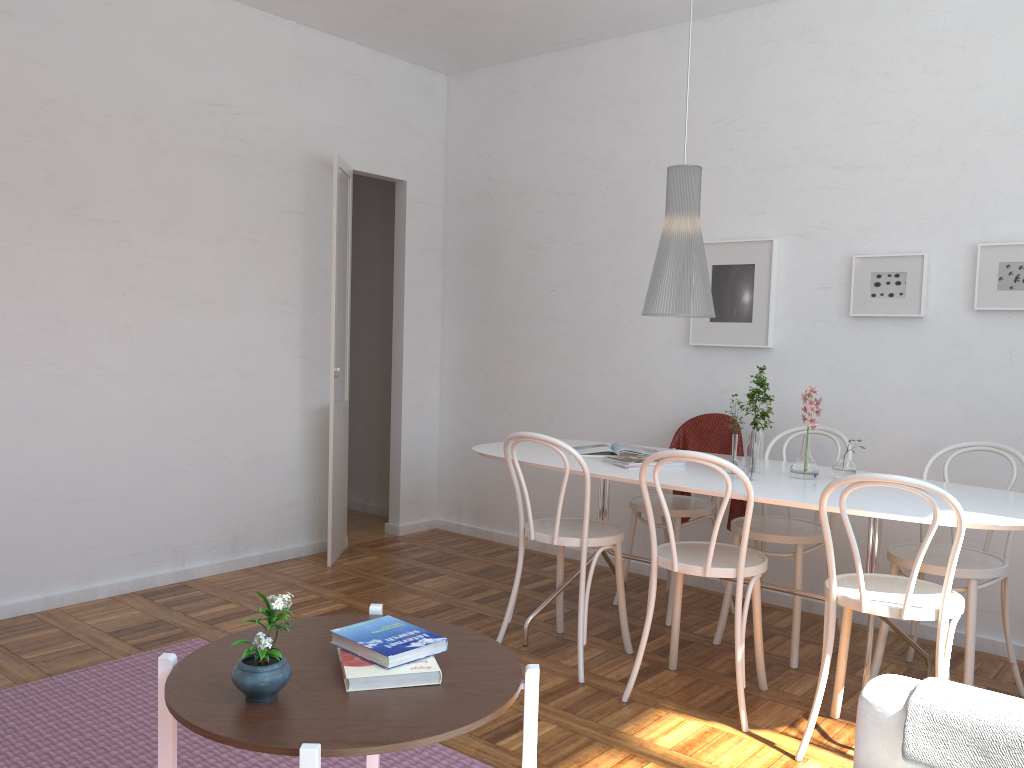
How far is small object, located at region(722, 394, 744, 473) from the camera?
3.4 meters

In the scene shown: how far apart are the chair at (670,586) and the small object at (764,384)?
0.69m

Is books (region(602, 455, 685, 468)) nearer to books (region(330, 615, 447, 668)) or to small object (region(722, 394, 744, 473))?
small object (region(722, 394, 744, 473))

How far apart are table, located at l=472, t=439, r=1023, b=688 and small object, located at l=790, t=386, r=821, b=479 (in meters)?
0.02

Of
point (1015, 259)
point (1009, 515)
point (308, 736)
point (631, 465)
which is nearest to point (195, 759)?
point (308, 736)

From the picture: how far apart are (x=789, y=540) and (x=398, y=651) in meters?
2.4 m

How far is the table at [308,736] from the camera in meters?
1.3 m

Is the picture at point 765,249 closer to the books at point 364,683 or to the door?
the door

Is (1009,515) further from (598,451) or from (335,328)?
(335,328)

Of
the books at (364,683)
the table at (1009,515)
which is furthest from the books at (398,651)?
the table at (1009,515)
